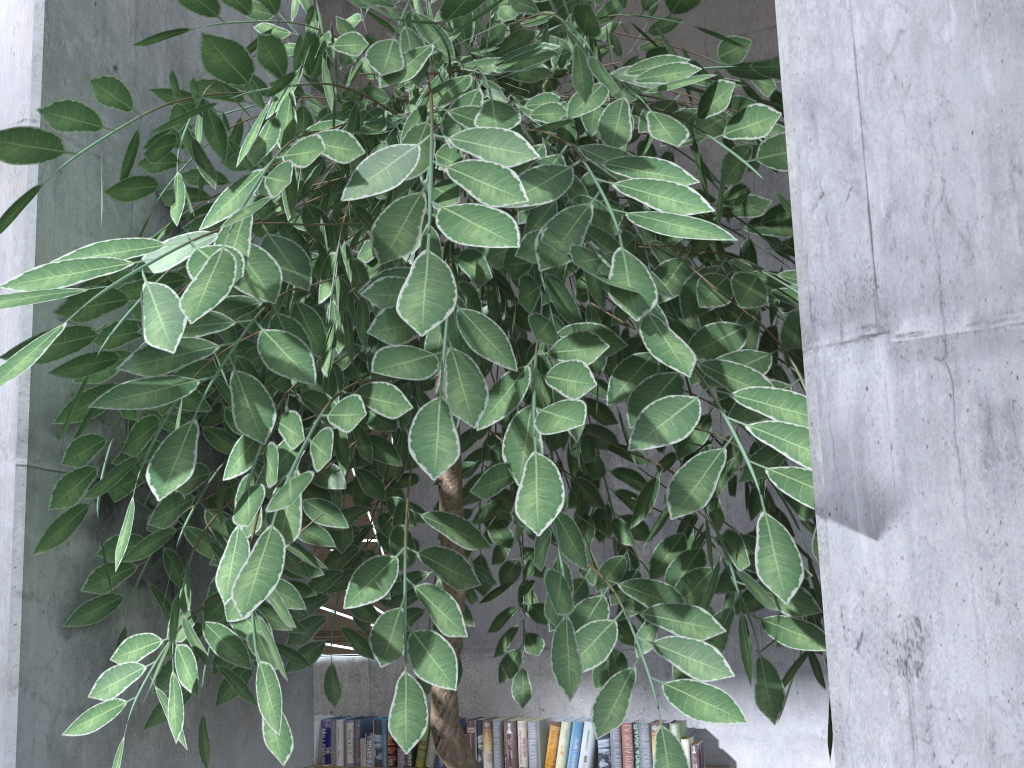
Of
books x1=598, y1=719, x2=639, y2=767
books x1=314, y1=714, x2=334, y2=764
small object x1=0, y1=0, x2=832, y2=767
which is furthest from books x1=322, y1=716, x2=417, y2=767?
small object x1=0, y1=0, x2=832, y2=767

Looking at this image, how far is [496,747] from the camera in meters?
3.8

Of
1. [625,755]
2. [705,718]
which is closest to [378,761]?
[625,755]

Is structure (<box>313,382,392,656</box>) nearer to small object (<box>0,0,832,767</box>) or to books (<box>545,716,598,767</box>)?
books (<box>545,716,598,767</box>)

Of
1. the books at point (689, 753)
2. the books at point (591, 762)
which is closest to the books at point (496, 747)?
the books at point (591, 762)

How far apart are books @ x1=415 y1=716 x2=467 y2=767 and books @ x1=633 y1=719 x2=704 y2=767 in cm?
86

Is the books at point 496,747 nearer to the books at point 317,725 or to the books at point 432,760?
the books at point 432,760

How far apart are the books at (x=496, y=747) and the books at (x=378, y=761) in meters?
0.3

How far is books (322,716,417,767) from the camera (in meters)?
3.98

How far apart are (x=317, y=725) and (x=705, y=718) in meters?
3.9
